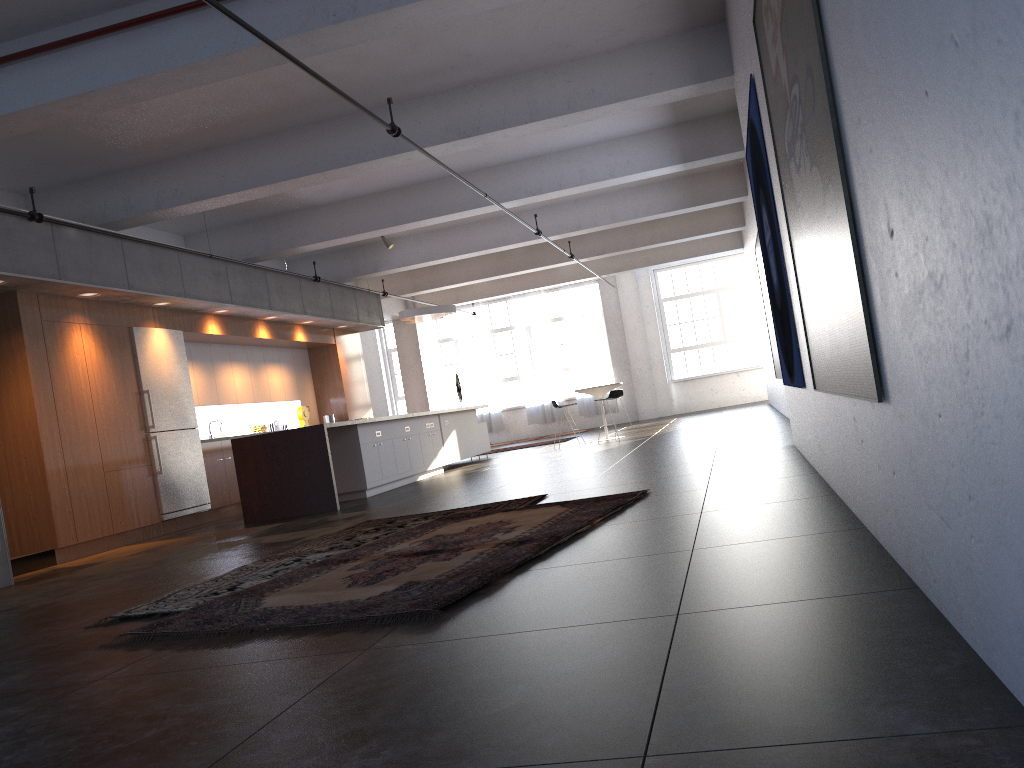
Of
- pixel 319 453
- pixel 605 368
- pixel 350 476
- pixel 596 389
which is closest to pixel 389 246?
pixel 596 389

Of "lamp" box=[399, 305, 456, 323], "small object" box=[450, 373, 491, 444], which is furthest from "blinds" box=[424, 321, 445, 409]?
"lamp" box=[399, 305, 456, 323]

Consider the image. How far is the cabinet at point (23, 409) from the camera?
8.84m

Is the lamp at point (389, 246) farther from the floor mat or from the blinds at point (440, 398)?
the blinds at point (440, 398)

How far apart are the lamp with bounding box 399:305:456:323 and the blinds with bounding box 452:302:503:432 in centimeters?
755cm

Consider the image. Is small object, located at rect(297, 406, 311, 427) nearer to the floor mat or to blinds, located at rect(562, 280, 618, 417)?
the floor mat

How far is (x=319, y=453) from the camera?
9.78m

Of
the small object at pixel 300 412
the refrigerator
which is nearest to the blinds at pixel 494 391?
the small object at pixel 300 412

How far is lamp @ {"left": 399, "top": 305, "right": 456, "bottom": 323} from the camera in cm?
1531

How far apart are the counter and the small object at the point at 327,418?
5.32m
